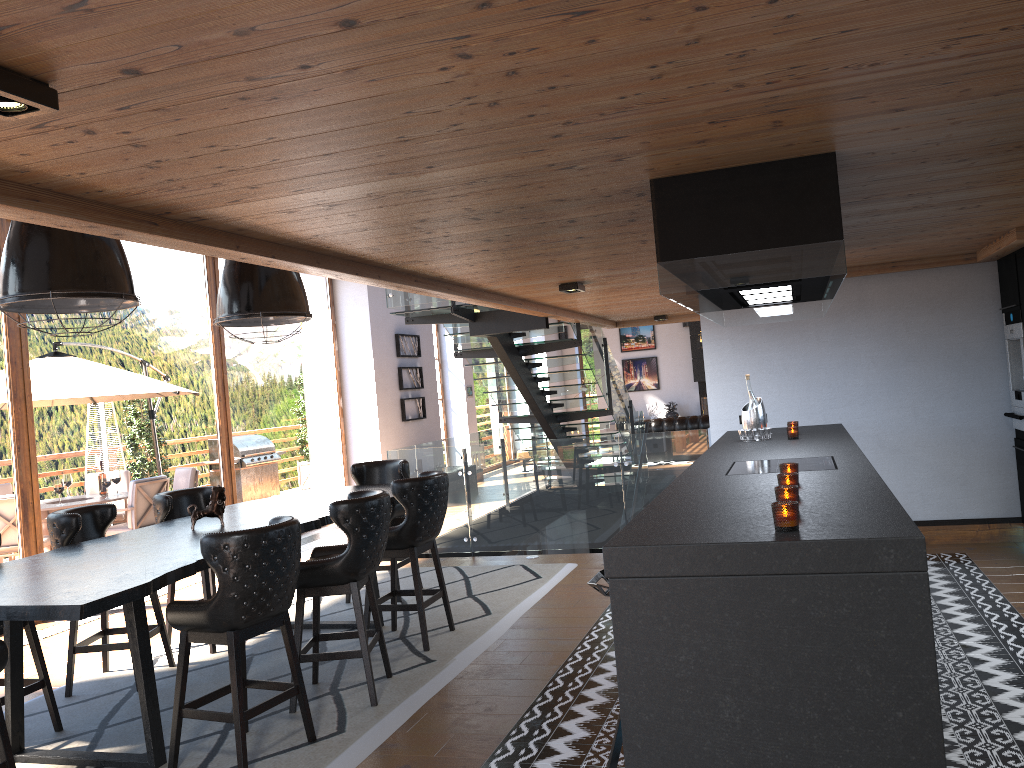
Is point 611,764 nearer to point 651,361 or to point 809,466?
point 809,466

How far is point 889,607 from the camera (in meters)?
2.39

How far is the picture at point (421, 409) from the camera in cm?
1386

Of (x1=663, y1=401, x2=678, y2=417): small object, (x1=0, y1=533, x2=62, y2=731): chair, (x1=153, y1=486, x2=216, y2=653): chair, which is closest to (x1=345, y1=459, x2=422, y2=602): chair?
(x1=153, y1=486, x2=216, y2=653): chair

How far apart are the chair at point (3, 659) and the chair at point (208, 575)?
2.4 meters

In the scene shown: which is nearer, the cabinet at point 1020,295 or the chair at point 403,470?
the cabinet at point 1020,295

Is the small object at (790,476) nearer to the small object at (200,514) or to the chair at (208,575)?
the small object at (200,514)

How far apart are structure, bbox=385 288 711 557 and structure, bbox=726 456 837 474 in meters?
3.5 m

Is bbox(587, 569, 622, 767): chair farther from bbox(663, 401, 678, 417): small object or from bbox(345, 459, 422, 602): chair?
bbox(663, 401, 678, 417): small object

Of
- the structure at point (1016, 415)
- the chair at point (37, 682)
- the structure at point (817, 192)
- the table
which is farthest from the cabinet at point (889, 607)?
the chair at point (37, 682)
